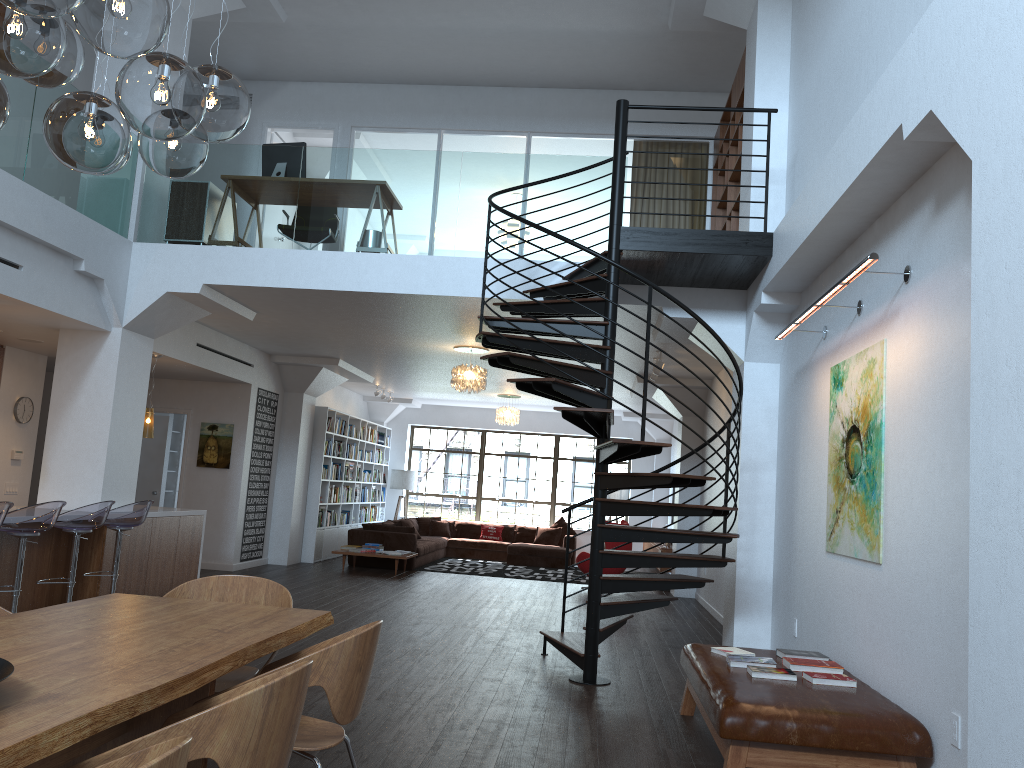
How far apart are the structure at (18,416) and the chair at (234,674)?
7.2m

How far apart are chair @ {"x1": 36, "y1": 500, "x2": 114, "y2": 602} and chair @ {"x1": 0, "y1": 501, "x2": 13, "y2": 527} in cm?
93

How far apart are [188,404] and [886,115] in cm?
1021

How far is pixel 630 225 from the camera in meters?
10.9 m

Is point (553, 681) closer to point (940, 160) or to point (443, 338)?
point (940, 160)

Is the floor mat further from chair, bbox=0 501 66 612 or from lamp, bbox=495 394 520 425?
chair, bbox=0 501 66 612

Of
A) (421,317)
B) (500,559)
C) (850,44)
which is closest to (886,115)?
(850,44)

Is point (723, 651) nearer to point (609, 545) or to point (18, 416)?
point (609, 545)

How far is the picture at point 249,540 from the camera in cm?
1224

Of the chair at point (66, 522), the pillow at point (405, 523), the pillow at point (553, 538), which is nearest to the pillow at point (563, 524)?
the pillow at point (553, 538)
